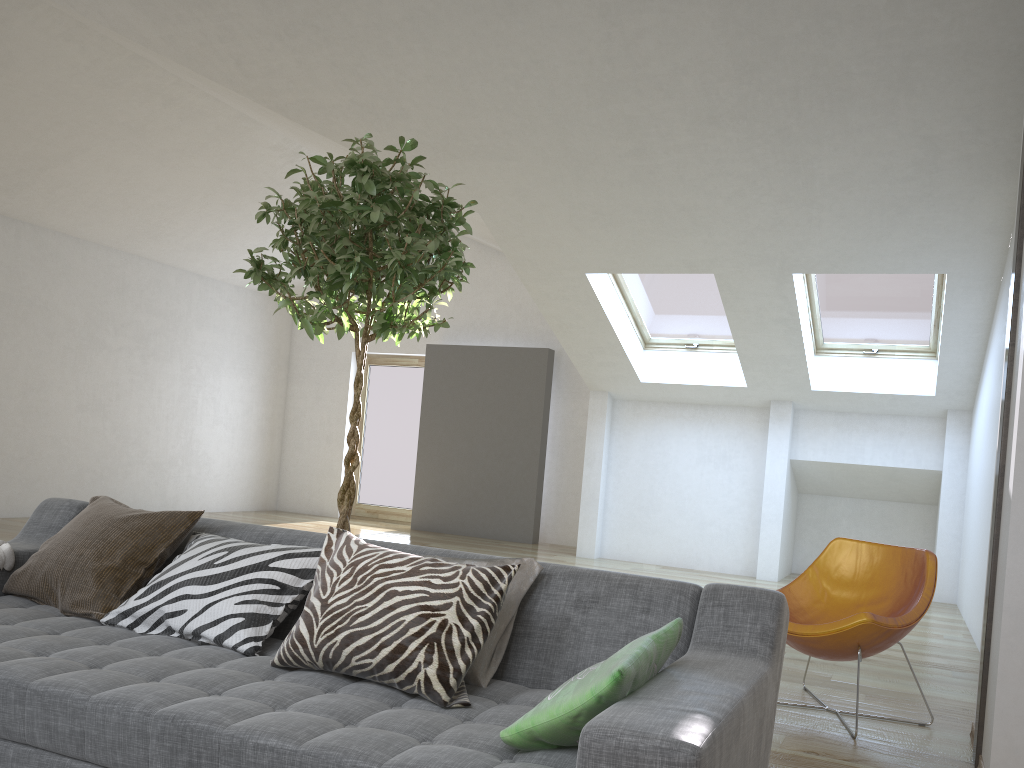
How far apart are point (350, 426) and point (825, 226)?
7.33m

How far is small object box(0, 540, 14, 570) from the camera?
2.7m

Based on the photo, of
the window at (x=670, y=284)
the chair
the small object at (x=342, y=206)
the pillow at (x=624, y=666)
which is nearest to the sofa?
the pillow at (x=624, y=666)

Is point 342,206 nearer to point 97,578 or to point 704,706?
point 97,578

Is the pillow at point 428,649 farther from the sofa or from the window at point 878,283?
the window at point 878,283

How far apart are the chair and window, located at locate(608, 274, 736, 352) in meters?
3.9

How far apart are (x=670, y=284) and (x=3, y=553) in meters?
5.9

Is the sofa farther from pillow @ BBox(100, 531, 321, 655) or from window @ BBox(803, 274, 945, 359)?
window @ BBox(803, 274, 945, 359)

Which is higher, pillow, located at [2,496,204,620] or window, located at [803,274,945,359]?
window, located at [803,274,945,359]

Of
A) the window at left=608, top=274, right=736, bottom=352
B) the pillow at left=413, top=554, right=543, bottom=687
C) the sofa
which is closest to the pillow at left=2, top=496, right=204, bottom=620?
the sofa
